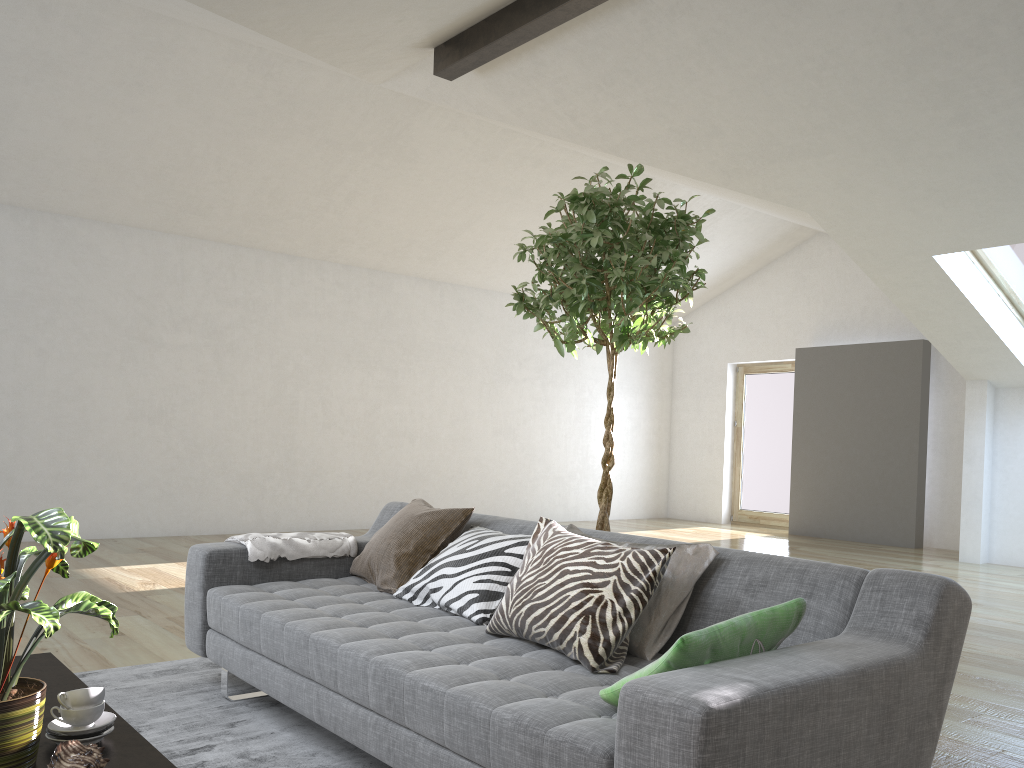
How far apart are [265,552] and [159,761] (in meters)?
1.66

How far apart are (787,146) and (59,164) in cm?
556

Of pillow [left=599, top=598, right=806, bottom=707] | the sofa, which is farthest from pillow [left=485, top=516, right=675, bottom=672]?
pillow [left=599, top=598, right=806, bottom=707]

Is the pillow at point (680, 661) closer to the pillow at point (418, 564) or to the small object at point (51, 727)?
the small object at point (51, 727)

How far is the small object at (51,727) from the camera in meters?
1.8 m

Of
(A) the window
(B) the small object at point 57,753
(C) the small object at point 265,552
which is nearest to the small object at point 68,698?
(B) the small object at point 57,753

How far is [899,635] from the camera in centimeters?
198cm

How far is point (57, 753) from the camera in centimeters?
156cm

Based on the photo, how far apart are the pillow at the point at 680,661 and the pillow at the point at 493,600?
0.9 meters

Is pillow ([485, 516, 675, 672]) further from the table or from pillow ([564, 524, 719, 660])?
the table
